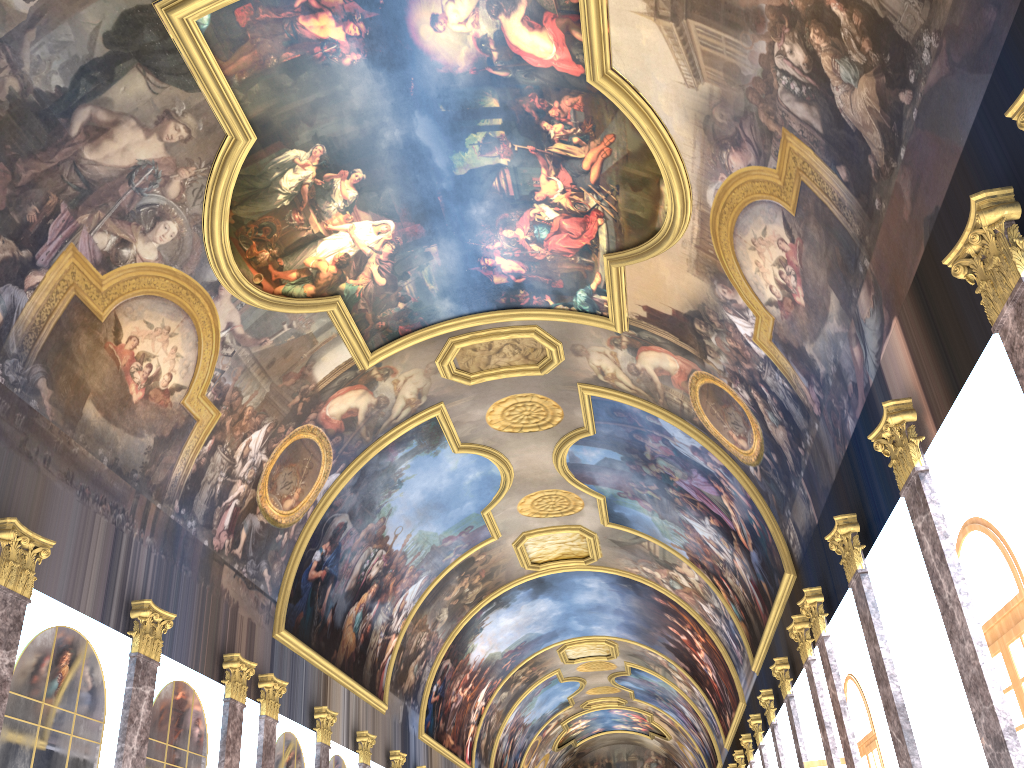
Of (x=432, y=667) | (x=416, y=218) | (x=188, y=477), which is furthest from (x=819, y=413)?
(x=432, y=667)
